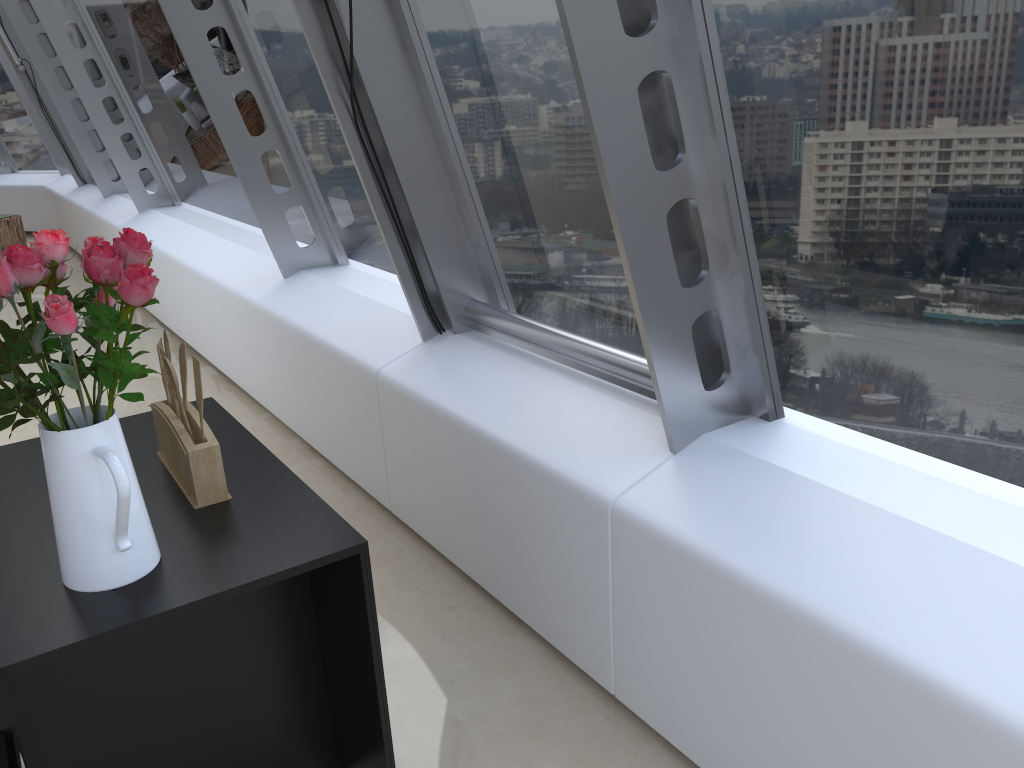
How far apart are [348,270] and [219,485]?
2.86m

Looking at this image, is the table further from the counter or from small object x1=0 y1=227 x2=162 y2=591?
small object x1=0 y1=227 x2=162 y2=591

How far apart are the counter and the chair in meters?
0.1

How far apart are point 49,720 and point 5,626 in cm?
39

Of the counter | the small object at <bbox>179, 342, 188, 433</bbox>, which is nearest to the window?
the counter

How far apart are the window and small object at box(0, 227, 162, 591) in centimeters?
92cm

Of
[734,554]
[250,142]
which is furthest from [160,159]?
[734,554]

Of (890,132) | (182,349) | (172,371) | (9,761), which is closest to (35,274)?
(172,371)

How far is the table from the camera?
9.88m

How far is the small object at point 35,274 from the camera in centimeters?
133cm
